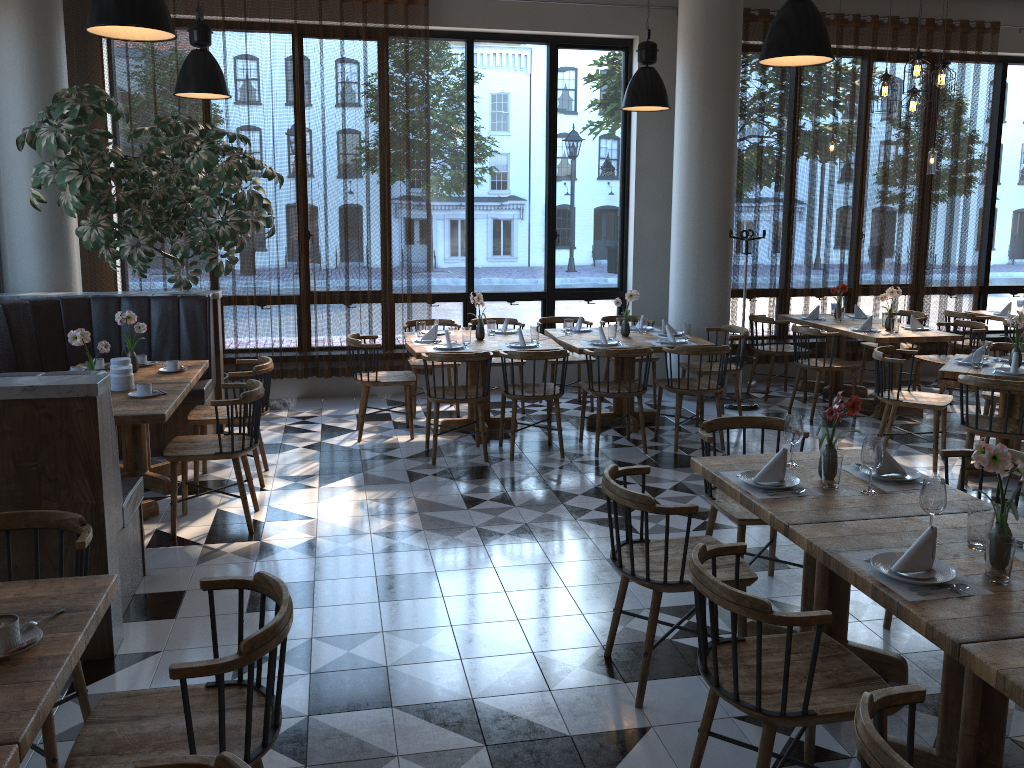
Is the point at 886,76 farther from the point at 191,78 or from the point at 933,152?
the point at 191,78

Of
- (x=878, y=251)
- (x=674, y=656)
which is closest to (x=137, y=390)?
(x=674, y=656)

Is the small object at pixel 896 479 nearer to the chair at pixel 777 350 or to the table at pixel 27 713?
the table at pixel 27 713

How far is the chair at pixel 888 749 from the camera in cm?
170

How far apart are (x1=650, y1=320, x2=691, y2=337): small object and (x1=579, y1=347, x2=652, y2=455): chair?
0.8m

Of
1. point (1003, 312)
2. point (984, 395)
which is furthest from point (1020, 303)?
point (984, 395)

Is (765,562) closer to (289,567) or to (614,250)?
(289,567)

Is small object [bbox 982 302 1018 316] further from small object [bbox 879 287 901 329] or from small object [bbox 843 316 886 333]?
small object [bbox 843 316 886 333]

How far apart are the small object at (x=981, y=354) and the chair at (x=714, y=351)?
1.7 meters

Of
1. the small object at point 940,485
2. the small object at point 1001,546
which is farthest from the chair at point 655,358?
the small object at point 1001,546
